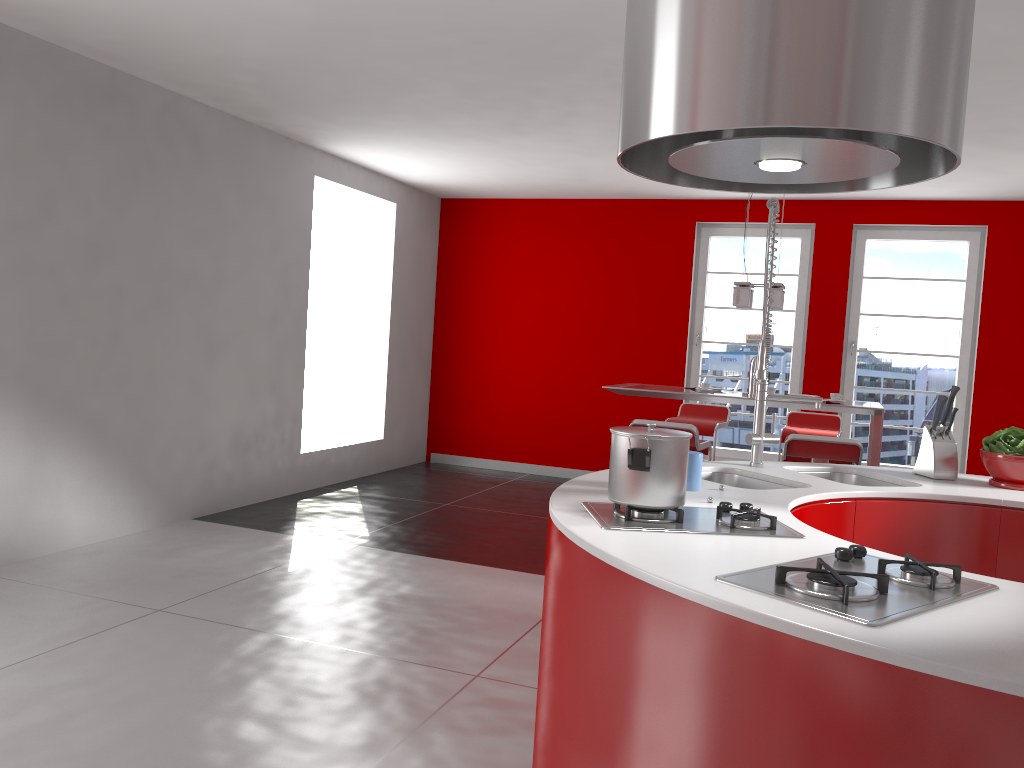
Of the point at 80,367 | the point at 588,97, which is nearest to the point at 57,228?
the point at 80,367

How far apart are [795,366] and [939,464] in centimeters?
473cm

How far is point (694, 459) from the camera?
2.4m

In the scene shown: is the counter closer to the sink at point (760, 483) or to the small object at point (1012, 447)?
the sink at point (760, 483)

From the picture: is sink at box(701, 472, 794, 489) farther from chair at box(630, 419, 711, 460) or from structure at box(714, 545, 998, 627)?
chair at box(630, 419, 711, 460)

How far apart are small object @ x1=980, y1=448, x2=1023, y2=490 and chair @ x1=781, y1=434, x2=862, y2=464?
1.68m

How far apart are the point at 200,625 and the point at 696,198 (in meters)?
5.69

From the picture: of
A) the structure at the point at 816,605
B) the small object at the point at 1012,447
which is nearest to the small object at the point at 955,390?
the small object at the point at 1012,447

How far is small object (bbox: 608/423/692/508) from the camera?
2.0 meters

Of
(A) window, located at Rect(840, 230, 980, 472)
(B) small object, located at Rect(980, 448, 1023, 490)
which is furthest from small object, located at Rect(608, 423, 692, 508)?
(A) window, located at Rect(840, 230, 980, 472)
